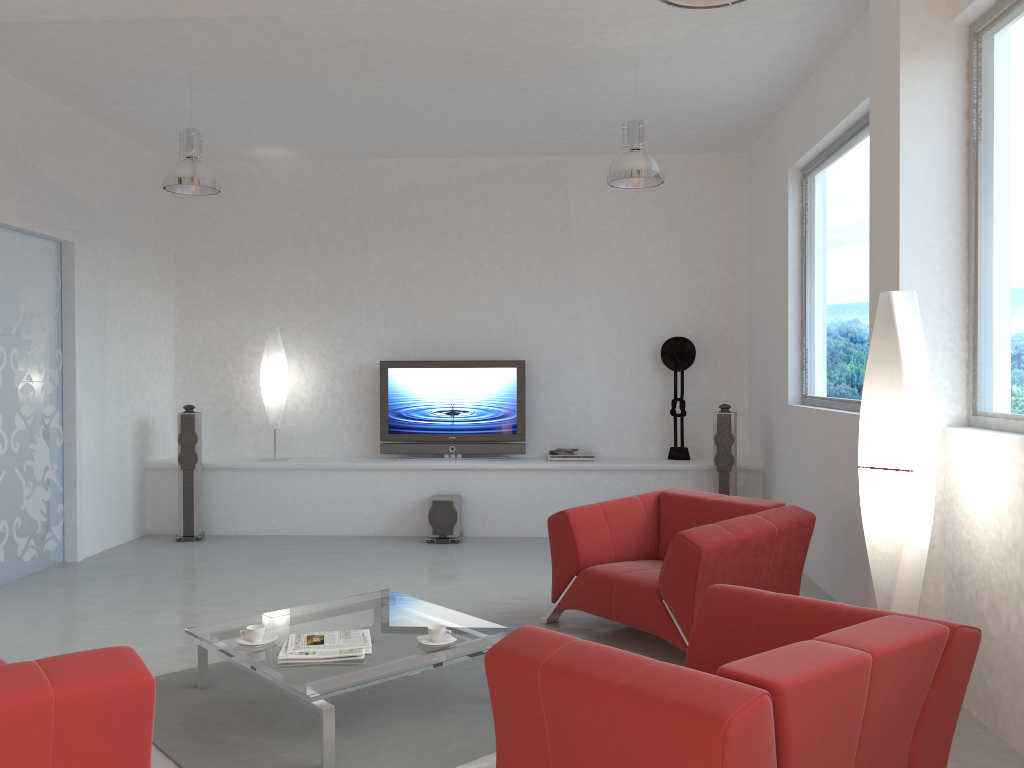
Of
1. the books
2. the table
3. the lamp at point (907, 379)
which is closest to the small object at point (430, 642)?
the table

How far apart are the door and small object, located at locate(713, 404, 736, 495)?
5.10m

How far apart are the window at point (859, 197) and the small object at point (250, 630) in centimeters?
373cm

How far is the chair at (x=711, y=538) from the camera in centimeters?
425cm

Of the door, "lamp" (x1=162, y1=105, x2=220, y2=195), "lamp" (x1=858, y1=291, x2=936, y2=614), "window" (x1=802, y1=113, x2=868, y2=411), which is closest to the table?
"lamp" (x1=858, y1=291, x2=936, y2=614)

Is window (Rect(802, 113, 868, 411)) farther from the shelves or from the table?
the table

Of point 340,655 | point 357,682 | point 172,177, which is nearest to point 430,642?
point 340,655

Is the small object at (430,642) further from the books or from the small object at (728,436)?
the small object at (728,436)

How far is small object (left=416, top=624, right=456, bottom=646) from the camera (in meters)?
3.76

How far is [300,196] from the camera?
8.5m
